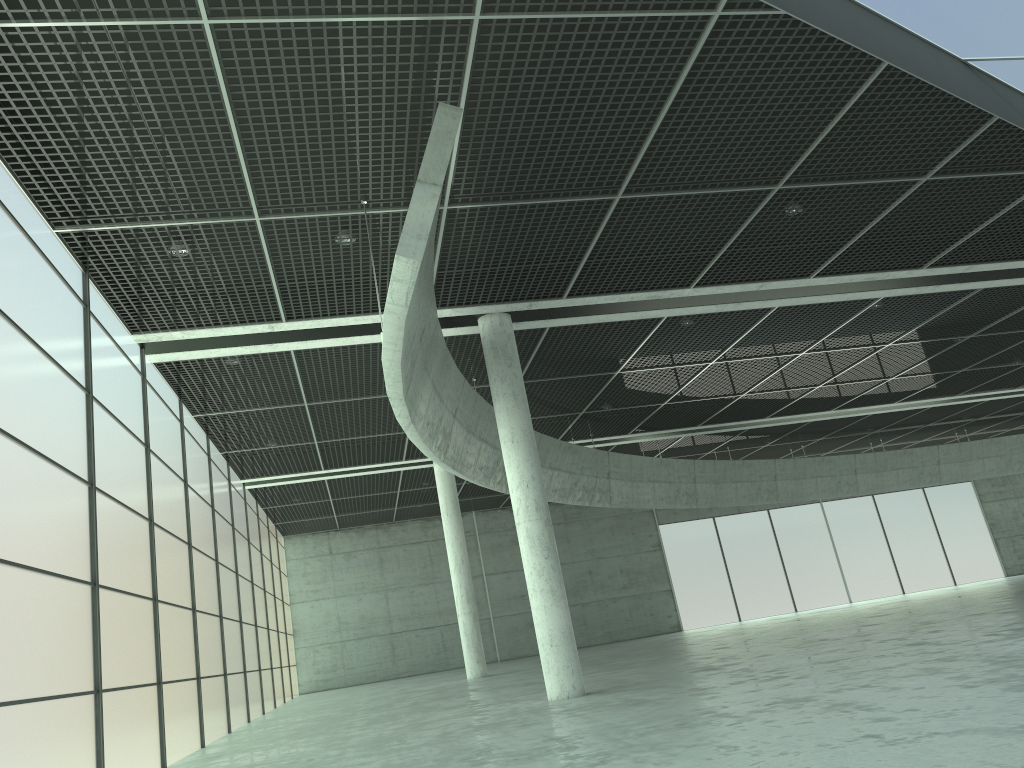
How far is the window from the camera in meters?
17.1 m

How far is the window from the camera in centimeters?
1709cm

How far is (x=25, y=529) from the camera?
17.09m
